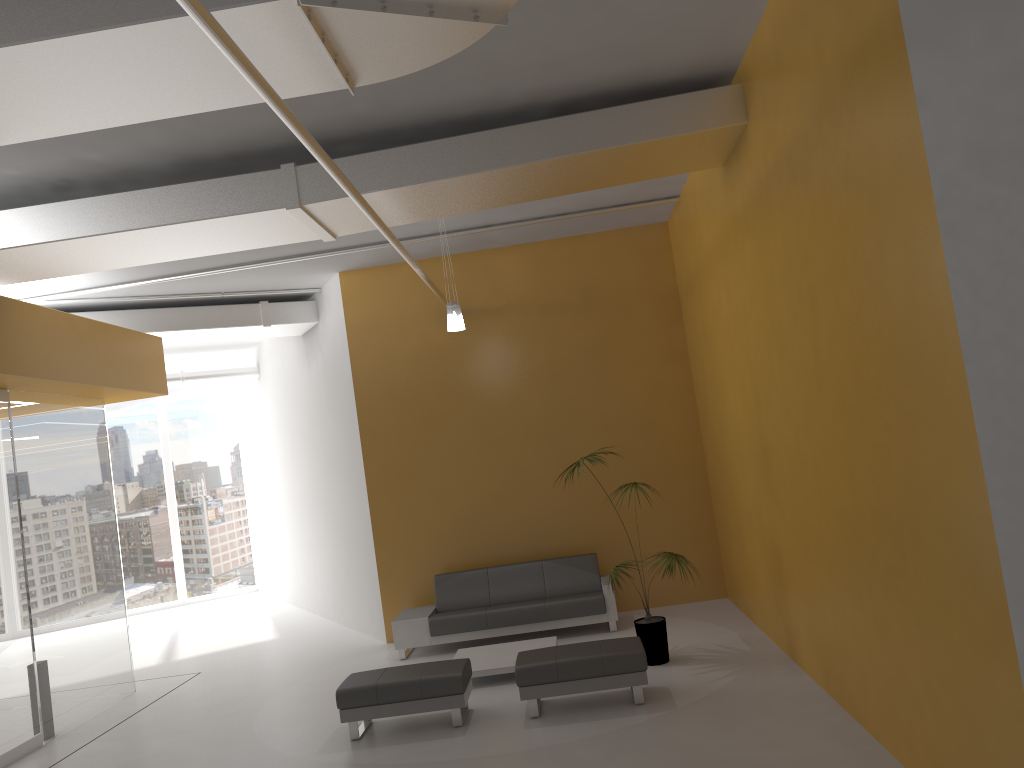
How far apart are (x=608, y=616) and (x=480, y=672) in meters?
1.9 m

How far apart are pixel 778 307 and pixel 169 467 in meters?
14.1

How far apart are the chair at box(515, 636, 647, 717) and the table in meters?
0.7

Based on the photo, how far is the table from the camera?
7.9m

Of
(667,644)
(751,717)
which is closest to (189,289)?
(667,644)

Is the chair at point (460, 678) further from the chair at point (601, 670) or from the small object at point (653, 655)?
the small object at point (653, 655)

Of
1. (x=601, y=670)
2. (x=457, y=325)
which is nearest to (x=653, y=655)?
(x=601, y=670)

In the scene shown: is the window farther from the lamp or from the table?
the lamp

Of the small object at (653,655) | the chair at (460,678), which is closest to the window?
the chair at (460,678)

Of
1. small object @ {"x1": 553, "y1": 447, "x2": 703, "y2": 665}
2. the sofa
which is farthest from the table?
small object @ {"x1": 553, "y1": 447, "x2": 703, "y2": 665}
